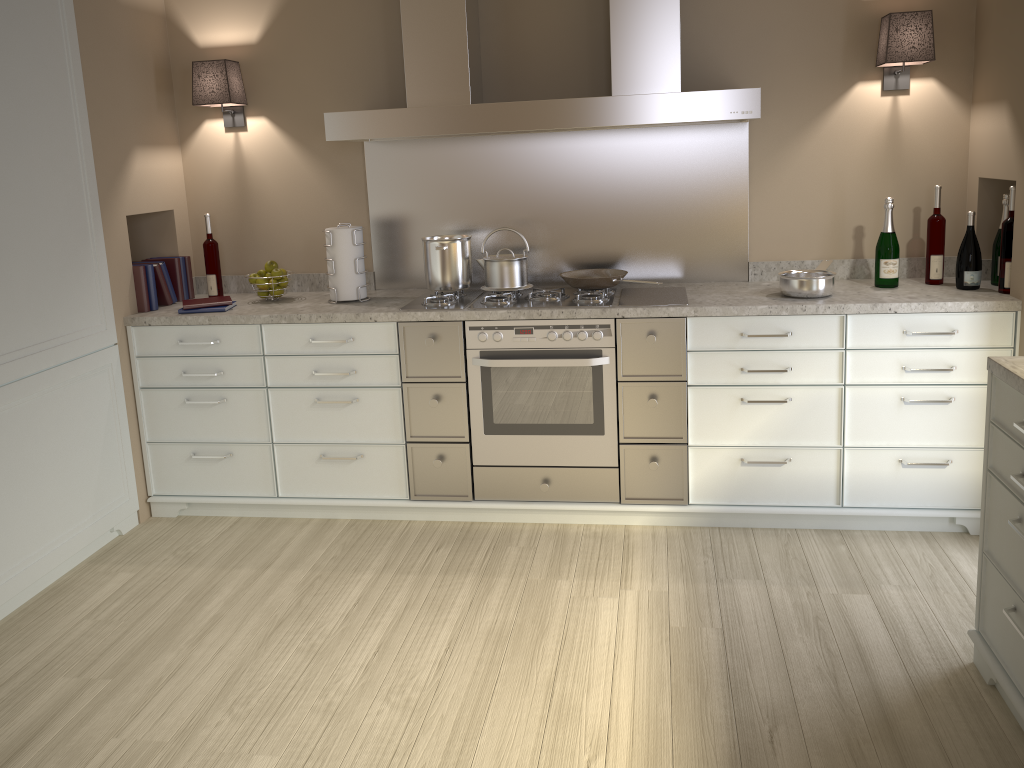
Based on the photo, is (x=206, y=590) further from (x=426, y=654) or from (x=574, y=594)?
(x=574, y=594)

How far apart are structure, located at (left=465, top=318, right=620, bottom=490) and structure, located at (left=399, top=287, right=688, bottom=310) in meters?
0.1

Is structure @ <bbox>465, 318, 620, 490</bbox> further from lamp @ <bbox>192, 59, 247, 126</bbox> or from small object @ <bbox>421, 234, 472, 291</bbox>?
lamp @ <bbox>192, 59, 247, 126</bbox>

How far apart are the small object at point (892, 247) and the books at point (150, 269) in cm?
276

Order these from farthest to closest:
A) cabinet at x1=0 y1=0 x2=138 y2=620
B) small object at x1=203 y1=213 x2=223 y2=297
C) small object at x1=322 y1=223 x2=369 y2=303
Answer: small object at x1=203 y1=213 x2=223 y2=297, small object at x1=322 y1=223 x2=369 y2=303, cabinet at x1=0 y1=0 x2=138 y2=620

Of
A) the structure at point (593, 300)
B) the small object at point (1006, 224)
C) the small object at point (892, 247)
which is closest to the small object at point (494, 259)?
the structure at point (593, 300)

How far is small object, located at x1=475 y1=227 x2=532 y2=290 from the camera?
3.35m

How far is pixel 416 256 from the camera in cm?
372

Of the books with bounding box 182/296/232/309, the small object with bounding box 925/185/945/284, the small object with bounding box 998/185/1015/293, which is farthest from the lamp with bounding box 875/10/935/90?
the books with bounding box 182/296/232/309

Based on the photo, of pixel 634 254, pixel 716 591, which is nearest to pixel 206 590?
pixel 716 591
